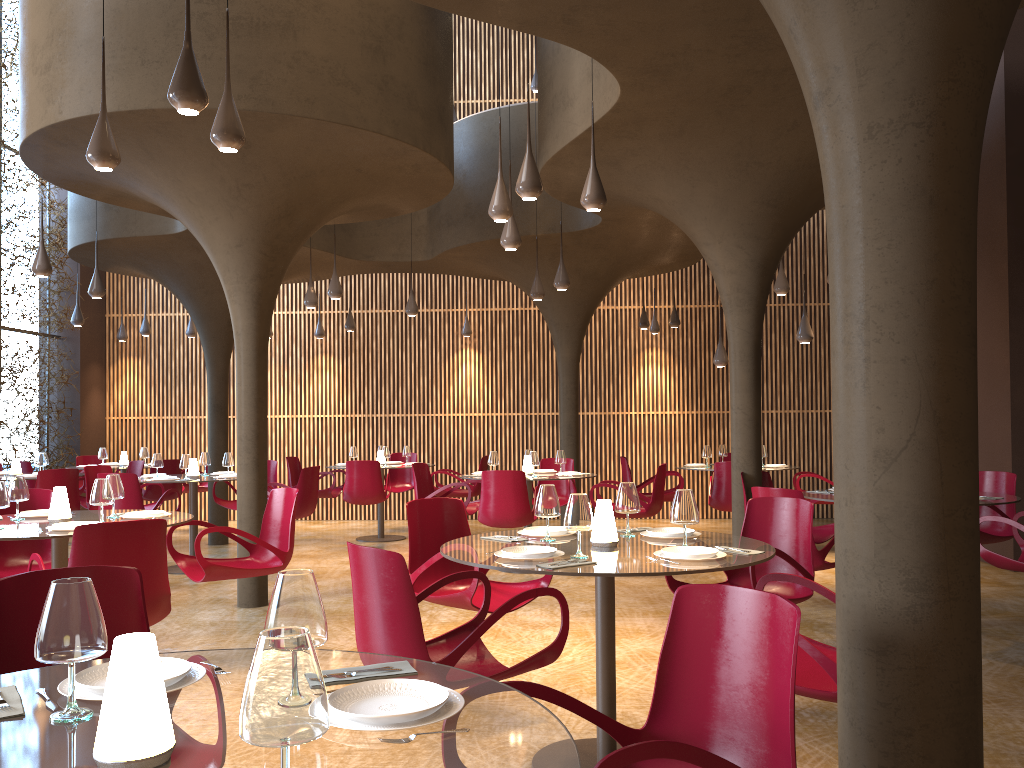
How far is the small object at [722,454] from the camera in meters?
12.6 m

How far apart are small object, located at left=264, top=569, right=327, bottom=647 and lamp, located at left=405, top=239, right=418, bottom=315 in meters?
10.9 m

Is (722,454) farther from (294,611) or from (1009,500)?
(294,611)

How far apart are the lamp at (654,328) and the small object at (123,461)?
9.1m

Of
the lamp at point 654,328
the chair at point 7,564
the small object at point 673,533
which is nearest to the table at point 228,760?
the small object at point 673,533

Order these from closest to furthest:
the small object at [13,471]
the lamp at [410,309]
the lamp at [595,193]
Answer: the lamp at [595,193]
the small object at [13,471]
the lamp at [410,309]

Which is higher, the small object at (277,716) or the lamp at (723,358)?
the lamp at (723,358)

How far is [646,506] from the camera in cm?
1003

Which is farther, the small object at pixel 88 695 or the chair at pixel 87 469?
the chair at pixel 87 469

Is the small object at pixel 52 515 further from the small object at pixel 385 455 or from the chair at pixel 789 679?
the small object at pixel 385 455
